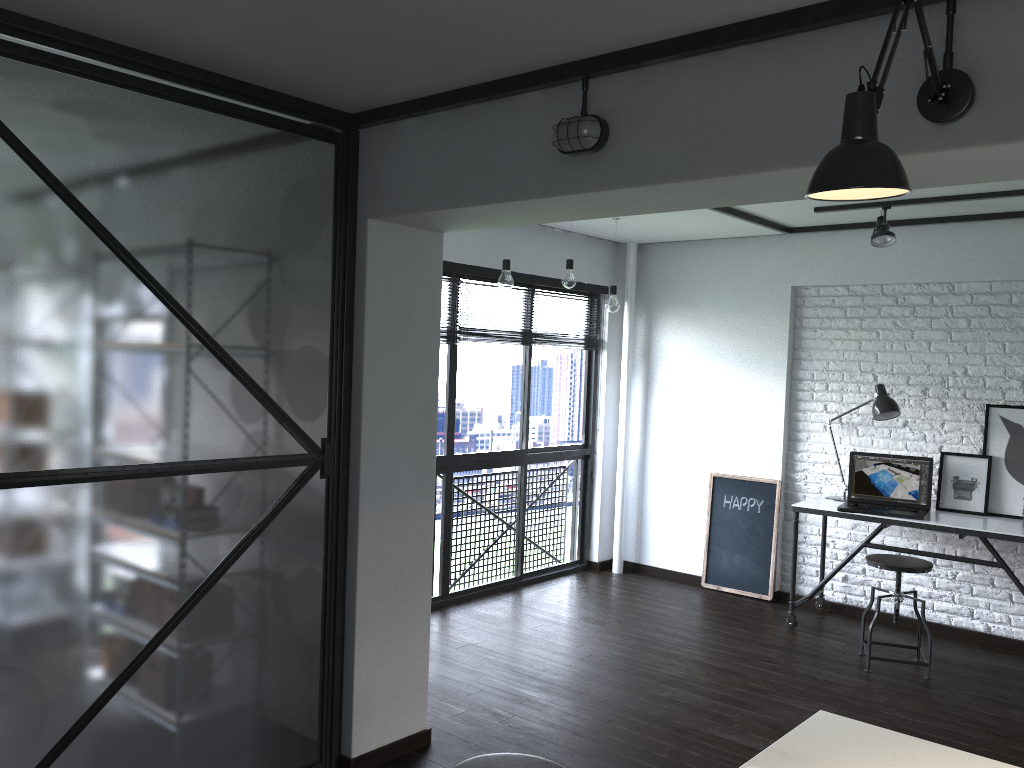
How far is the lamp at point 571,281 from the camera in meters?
4.9

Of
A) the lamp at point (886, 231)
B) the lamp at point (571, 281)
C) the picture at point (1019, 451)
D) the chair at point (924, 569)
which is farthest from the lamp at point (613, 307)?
the picture at point (1019, 451)

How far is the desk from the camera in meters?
4.5

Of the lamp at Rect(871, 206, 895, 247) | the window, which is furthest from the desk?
the window

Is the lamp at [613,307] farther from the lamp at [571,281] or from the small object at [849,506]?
the small object at [849,506]

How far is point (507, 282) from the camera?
4.5 meters

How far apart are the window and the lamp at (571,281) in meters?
0.6 m

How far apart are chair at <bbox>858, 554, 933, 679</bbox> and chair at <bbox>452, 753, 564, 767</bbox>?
2.8 meters

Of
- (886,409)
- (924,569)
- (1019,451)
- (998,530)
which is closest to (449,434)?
(886,409)

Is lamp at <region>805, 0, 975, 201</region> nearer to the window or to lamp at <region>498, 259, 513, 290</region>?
lamp at <region>498, 259, 513, 290</region>
